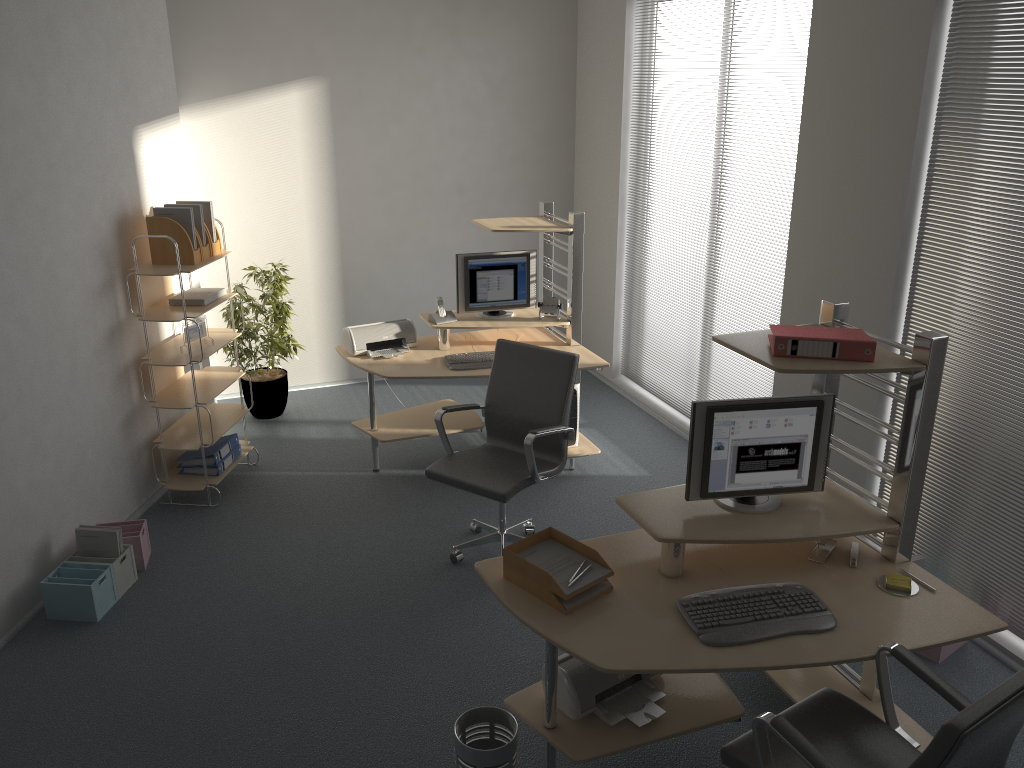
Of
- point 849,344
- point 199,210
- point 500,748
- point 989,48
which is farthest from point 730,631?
point 199,210

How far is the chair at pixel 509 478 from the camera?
4.2m

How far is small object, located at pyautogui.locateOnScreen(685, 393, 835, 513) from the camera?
3.1m

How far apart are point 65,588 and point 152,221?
1.96m

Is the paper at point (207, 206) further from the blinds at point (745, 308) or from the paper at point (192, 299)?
the blinds at point (745, 308)

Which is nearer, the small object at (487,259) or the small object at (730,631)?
the small object at (730,631)

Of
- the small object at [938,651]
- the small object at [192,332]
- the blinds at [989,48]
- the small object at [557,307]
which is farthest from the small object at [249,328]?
the small object at [938,651]

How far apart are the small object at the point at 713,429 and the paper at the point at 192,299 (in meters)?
3.09

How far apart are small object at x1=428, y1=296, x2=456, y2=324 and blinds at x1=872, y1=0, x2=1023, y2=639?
2.6 meters

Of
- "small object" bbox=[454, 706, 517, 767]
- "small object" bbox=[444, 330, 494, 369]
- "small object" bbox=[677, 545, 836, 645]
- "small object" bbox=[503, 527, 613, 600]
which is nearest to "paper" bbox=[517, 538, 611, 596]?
"small object" bbox=[503, 527, 613, 600]
